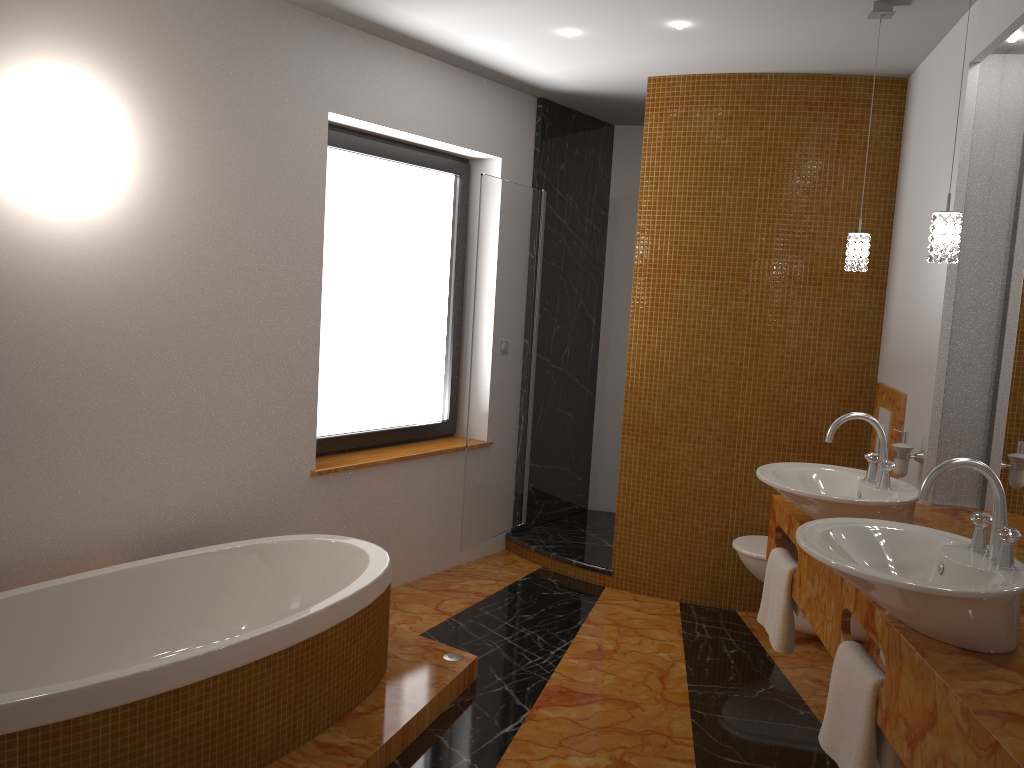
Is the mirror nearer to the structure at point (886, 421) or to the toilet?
the structure at point (886, 421)

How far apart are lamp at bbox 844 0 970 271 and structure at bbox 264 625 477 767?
1.95m

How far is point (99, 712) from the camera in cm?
209

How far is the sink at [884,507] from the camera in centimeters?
241cm

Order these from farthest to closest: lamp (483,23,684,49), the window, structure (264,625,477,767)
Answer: the window, lamp (483,23,684,49), structure (264,625,477,767)

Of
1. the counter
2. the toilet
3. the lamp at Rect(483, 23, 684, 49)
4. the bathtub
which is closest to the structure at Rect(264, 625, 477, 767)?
the bathtub

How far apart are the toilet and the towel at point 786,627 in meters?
0.8 m

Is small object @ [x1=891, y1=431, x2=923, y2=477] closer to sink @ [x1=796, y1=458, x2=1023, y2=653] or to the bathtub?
sink @ [x1=796, y1=458, x2=1023, y2=653]

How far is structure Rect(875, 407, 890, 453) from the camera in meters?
3.7

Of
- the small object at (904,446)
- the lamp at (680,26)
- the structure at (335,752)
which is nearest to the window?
the lamp at (680,26)
